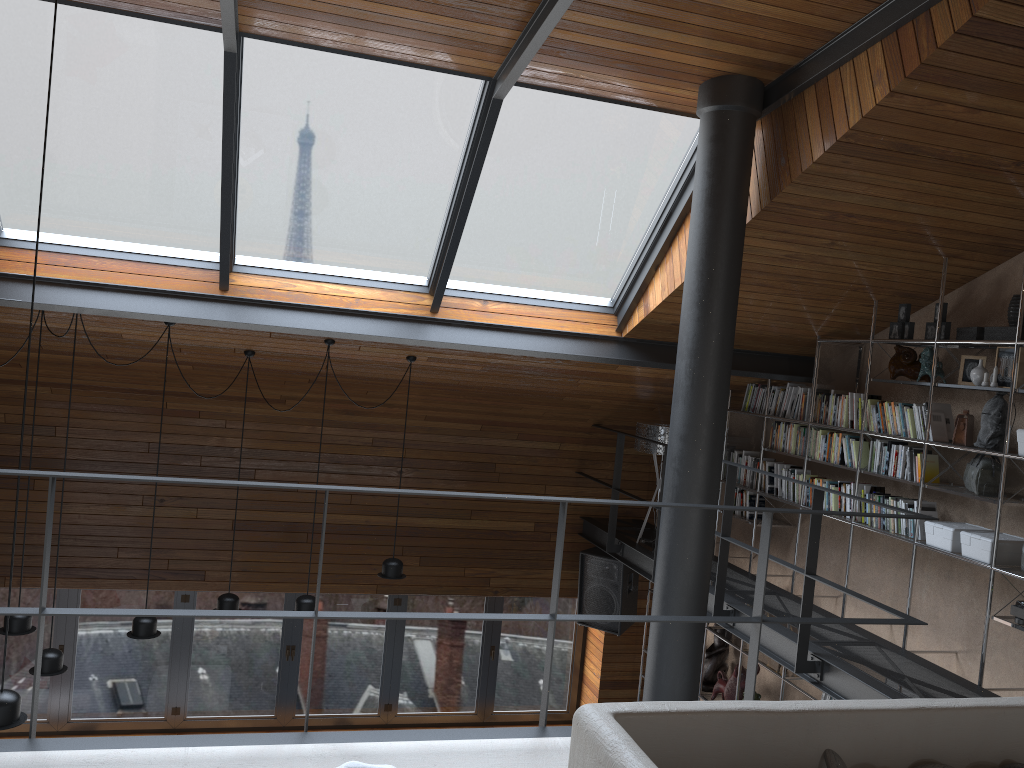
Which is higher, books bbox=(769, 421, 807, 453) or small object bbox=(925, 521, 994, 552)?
books bbox=(769, 421, 807, 453)

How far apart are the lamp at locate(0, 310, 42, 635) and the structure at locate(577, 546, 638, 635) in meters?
4.5 m

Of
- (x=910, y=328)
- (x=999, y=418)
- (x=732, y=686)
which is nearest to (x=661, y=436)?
(x=732, y=686)

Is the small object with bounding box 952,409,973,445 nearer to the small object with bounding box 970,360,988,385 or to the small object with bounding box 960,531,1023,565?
the small object with bounding box 970,360,988,385

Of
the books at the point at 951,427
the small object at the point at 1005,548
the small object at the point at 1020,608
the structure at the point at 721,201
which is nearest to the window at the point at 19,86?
the structure at the point at 721,201

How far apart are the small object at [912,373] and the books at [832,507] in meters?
0.9

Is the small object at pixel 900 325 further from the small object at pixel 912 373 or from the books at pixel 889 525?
the books at pixel 889 525

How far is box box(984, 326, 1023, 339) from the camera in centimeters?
461cm

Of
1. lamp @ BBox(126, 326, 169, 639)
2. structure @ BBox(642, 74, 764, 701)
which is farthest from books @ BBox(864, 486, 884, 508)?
lamp @ BBox(126, 326, 169, 639)

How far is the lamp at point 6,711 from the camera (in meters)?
3.77
